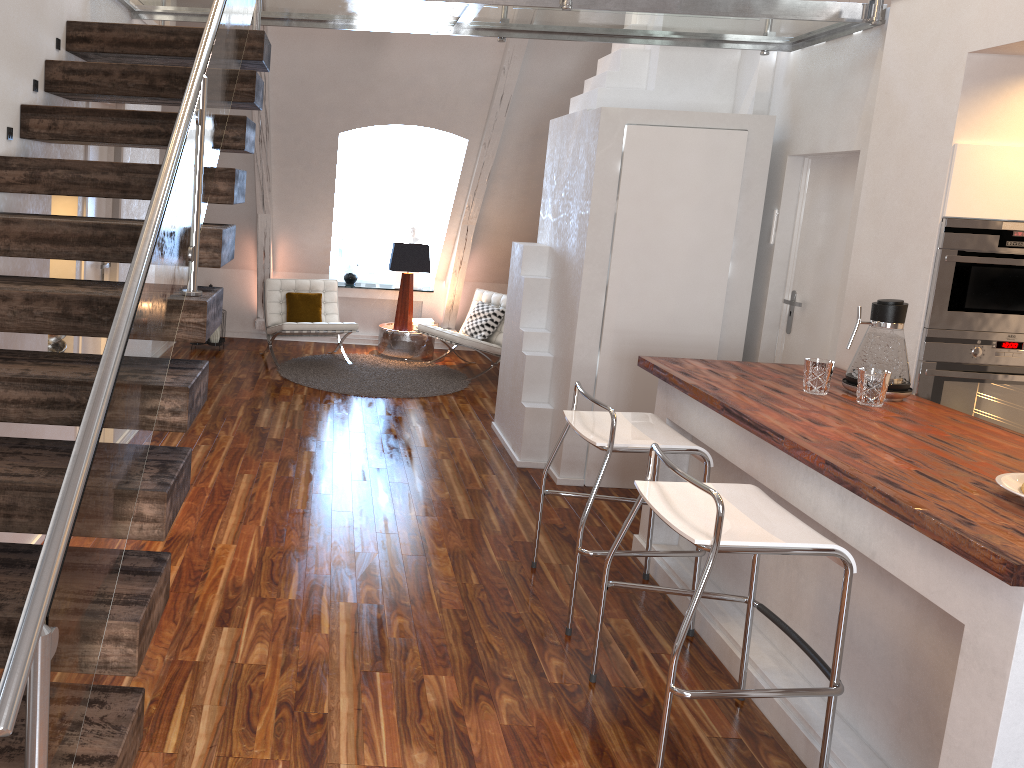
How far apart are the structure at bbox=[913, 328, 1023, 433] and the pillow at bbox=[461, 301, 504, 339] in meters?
4.1 m

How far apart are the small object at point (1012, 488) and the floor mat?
4.4 meters

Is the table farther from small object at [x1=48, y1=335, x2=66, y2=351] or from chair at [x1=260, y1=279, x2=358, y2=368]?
small object at [x1=48, y1=335, x2=66, y2=351]

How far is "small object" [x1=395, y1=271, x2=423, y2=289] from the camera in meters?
8.1

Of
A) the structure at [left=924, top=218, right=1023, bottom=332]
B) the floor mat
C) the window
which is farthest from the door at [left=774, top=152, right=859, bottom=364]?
the window

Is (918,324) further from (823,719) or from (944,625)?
(823,719)

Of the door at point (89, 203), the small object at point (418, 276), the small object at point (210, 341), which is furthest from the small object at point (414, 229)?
the door at point (89, 203)

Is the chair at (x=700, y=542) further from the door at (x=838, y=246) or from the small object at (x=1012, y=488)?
the door at (x=838, y=246)

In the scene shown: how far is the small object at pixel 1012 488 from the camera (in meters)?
2.21

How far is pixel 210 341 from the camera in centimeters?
713cm
